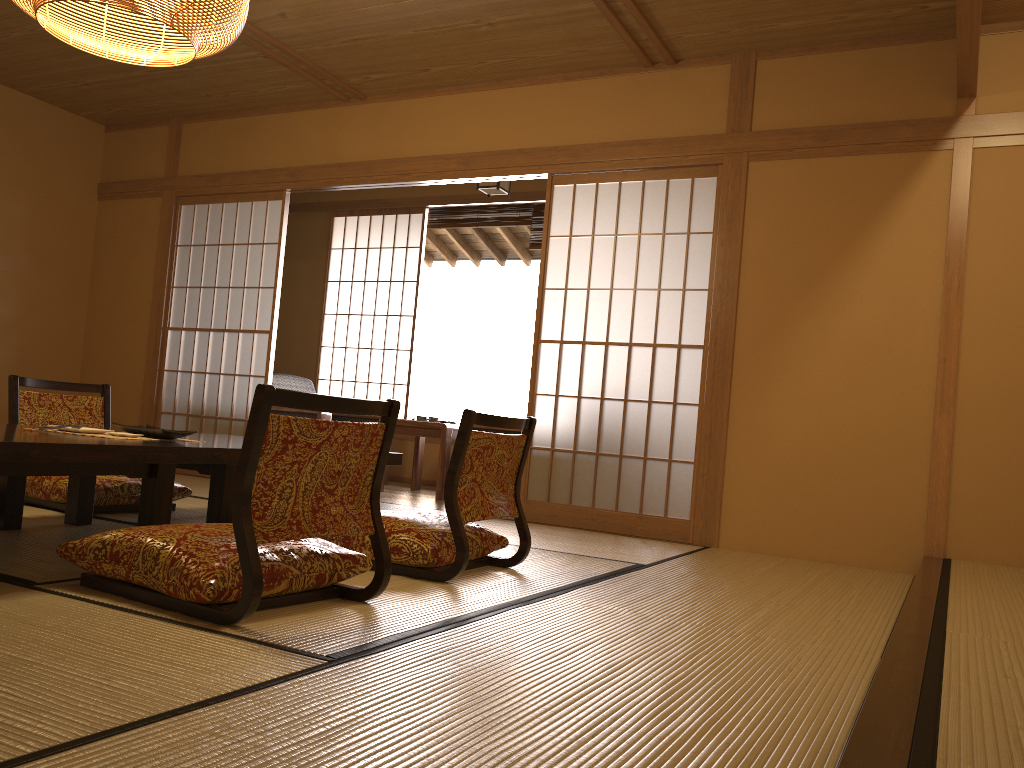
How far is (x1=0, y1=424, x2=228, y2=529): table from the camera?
2.3 meters

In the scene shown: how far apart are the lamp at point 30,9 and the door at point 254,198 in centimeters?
249cm

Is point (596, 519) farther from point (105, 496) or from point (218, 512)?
point (105, 496)

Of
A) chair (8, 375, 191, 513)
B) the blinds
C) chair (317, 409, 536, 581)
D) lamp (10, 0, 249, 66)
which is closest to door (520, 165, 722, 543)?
the blinds

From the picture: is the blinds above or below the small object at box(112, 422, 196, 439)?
above

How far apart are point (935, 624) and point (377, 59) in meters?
4.1 m

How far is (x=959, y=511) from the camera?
3.9 meters

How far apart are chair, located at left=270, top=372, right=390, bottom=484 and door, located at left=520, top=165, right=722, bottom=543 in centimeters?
141cm

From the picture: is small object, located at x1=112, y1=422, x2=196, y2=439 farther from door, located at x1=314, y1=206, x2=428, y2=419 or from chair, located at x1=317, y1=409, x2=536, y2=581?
door, located at x1=314, y1=206, x2=428, y2=419

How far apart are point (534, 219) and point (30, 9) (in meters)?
4.42
